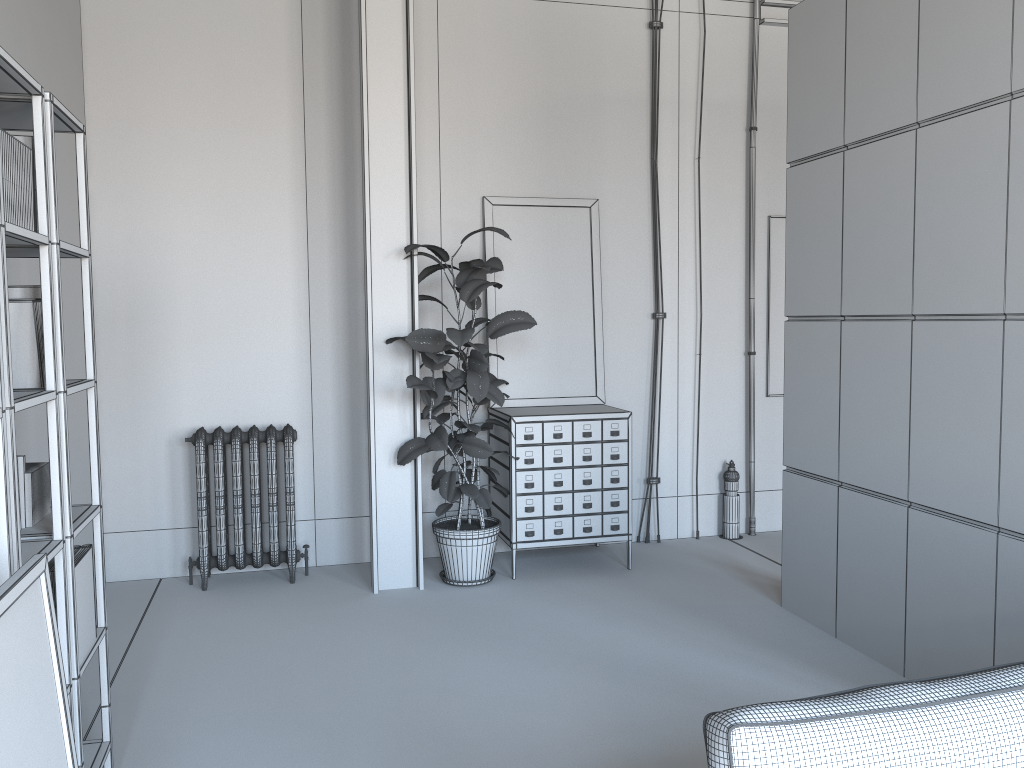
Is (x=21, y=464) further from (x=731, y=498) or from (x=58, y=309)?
(x=731, y=498)

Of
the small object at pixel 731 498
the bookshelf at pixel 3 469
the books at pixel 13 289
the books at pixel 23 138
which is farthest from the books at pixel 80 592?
the small object at pixel 731 498

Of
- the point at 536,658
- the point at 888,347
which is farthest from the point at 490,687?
the point at 888,347

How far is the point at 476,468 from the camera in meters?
6.1

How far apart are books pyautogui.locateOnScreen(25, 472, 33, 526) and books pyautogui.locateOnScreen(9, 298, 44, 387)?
0.3m

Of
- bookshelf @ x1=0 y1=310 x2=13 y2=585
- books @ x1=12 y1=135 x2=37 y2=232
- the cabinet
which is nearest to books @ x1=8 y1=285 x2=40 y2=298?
books @ x1=12 y1=135 x2=37 y2=232

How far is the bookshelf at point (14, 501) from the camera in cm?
209

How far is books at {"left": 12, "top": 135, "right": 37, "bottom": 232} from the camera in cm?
250

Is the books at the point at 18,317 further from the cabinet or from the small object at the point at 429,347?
the cabinet

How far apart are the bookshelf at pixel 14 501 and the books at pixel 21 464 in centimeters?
22cm
